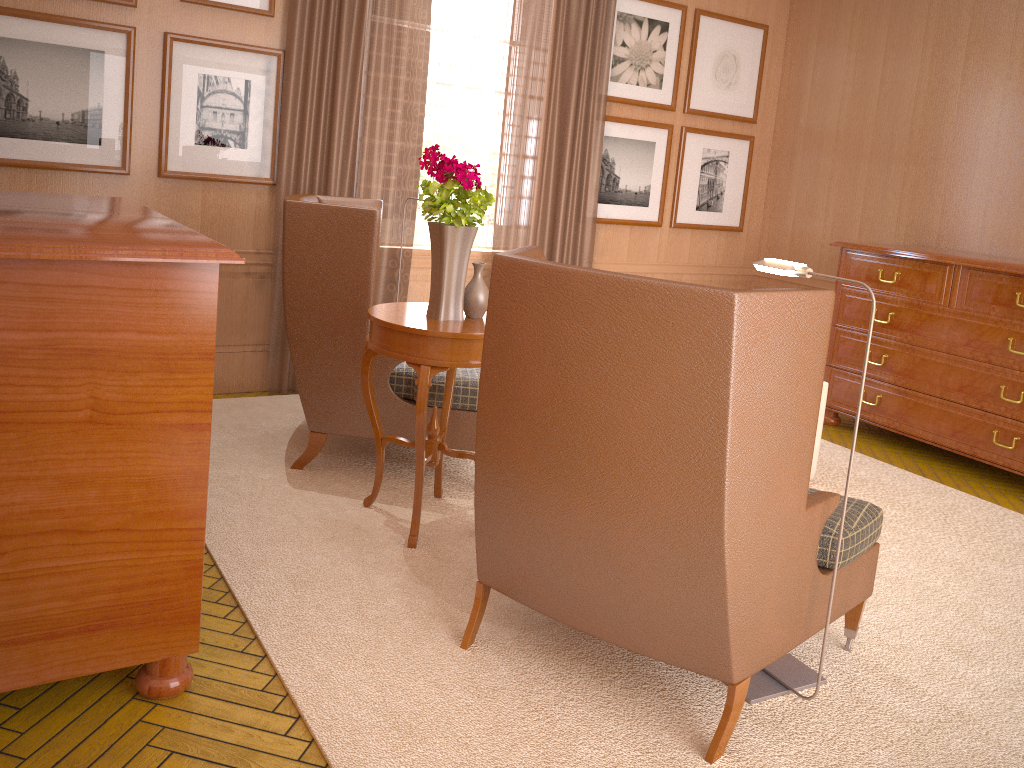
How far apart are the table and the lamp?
1.68m

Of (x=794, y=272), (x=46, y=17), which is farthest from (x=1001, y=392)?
(x=46, y=17)

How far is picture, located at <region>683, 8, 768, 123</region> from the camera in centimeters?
1039cm

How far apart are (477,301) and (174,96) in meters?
3.8 m

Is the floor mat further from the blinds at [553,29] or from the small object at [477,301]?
the blinds at [553,29]

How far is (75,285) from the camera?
3.31m

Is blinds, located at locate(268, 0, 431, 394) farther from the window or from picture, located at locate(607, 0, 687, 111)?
picture, located at locate(607, 0, 687, 111)

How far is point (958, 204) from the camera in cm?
935

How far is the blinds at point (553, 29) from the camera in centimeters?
909cm

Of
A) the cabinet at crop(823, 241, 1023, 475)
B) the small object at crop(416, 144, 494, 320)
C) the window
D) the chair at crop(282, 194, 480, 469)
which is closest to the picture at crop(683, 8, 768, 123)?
the window
